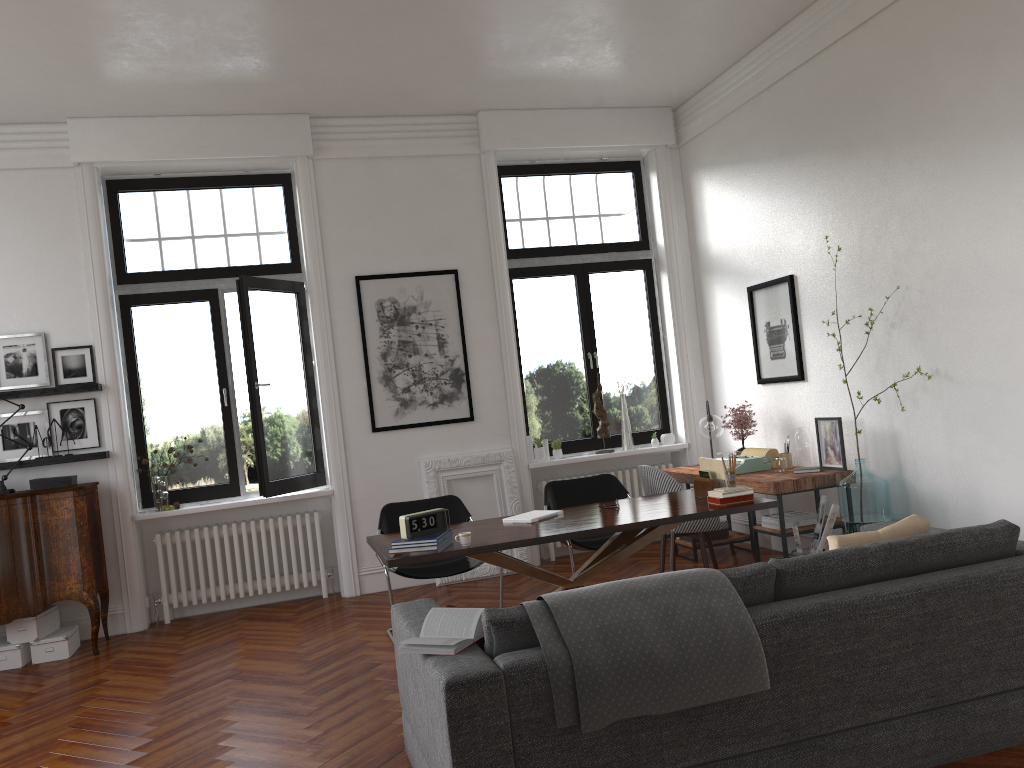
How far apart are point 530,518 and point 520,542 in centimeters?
64cm

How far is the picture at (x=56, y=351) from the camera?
6.8 meters

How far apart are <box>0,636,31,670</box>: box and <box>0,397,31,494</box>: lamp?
1.1 meters

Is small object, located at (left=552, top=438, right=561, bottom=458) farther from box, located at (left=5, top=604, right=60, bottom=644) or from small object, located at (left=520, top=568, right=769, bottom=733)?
small object, located at (left=520, top=568, right=769, bottom=733)

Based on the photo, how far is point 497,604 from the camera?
6.5 meters

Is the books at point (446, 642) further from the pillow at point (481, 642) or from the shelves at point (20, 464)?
the shelves at point (20, 464)

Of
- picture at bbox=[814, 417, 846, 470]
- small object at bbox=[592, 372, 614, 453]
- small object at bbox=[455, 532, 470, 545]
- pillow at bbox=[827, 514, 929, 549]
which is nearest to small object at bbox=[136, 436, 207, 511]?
small object at bbox=[455, 532, 470, 545]

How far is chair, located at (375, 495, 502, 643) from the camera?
5.73m

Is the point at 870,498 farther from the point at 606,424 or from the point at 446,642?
the point at 446,642

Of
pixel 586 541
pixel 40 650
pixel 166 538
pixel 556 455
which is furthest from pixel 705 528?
pixel 40 650
